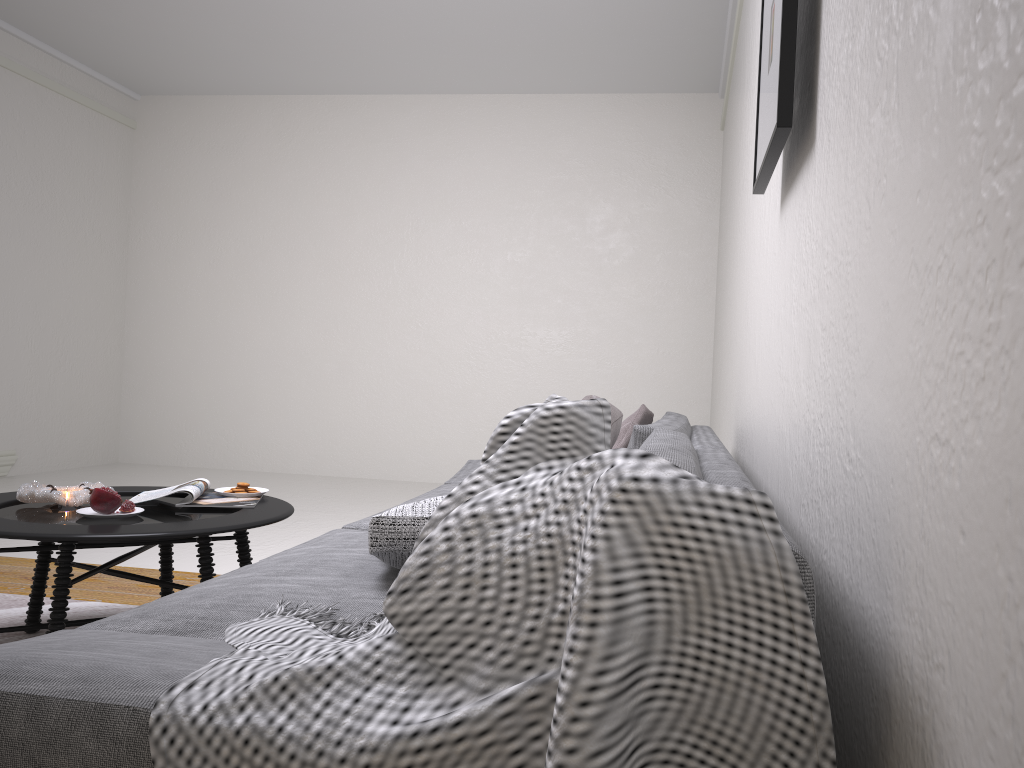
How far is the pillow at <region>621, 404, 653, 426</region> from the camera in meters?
3.4

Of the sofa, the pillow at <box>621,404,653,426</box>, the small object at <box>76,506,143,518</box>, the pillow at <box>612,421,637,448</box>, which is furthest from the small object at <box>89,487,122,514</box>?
the pillow at <box>621,404,653,426</box>

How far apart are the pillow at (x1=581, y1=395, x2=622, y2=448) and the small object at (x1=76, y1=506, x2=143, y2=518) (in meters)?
1.58

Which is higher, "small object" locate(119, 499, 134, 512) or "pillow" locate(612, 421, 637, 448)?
"pillow" locate(612, 421, 637, 448)

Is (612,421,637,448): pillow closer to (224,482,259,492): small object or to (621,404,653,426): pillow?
(621,404,653,426): pillow

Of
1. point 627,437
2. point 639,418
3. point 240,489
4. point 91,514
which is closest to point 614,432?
point 627,437

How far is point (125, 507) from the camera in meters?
2.5

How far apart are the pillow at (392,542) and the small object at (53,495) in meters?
1.2

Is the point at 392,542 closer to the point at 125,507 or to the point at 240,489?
the point at 125,507

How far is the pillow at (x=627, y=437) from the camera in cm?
289
